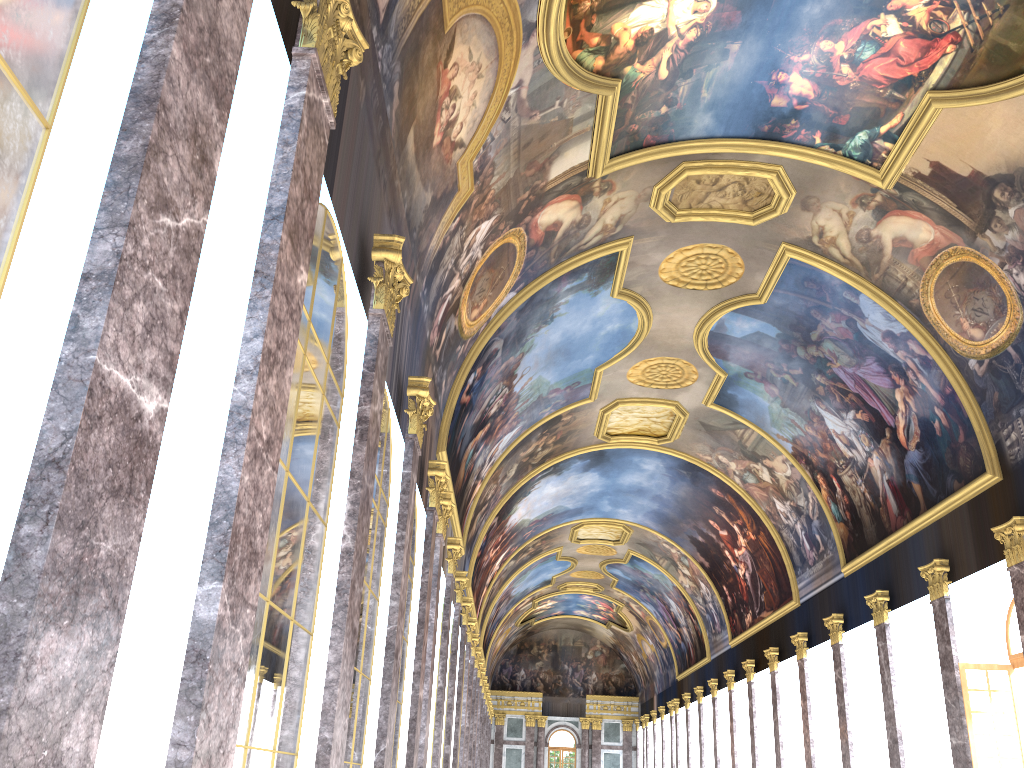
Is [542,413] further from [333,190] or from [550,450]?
[333,190]
